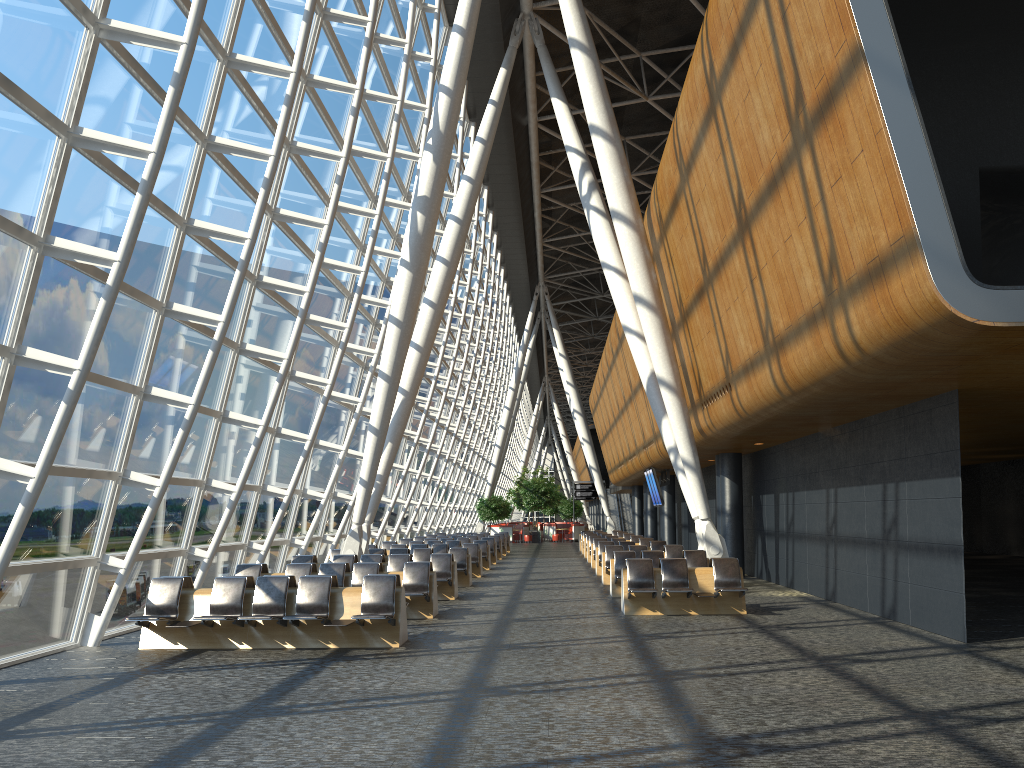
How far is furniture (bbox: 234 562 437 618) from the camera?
13.54m

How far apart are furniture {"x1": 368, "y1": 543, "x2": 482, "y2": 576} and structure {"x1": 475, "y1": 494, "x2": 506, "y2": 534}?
25.81m

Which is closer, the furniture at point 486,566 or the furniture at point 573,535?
the furniture at point 486,566

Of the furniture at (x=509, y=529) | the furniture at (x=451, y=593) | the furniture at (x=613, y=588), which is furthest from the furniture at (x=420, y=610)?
the furniture at (x=509, y=529)

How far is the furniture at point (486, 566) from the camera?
25.38m

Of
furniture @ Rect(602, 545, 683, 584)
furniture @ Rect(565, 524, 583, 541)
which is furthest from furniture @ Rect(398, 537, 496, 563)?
furniture @ Rect(565, 524, 583, 541)

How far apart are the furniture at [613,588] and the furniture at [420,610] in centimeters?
393cm

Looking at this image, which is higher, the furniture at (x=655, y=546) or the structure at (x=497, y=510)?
the structure at (x=497, y=510)

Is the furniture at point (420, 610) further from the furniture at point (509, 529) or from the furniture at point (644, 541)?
the furniture at point (509, 529)

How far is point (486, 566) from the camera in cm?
2538
